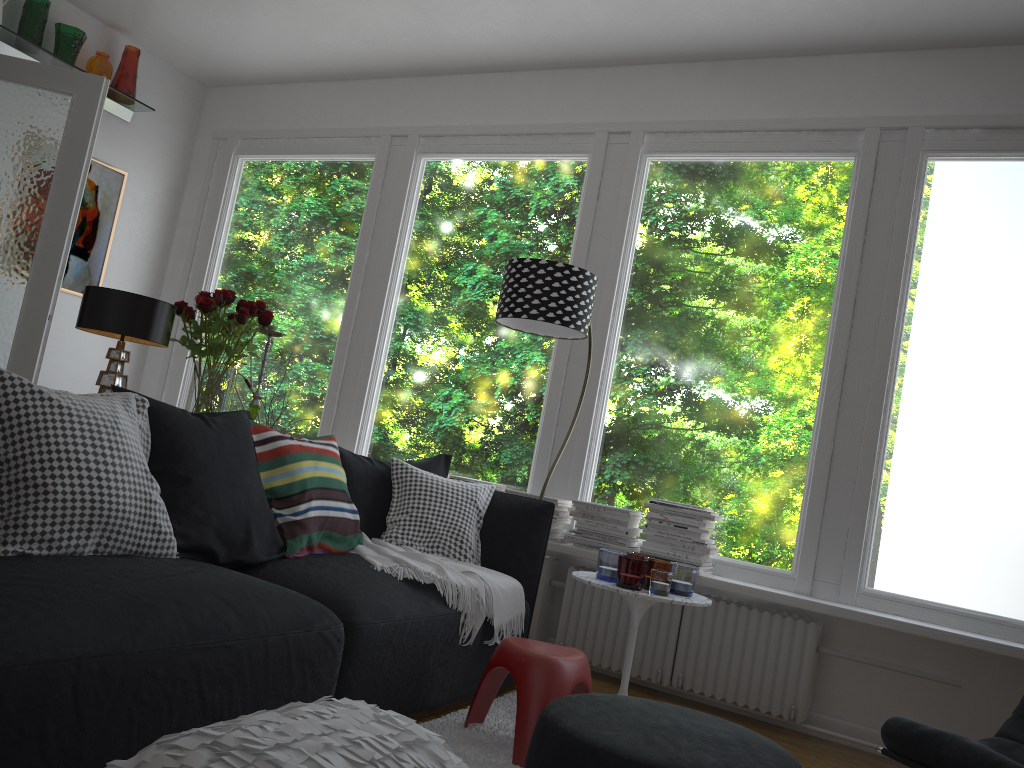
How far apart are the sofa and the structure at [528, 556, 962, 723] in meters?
0.6

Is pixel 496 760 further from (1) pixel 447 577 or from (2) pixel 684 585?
(2) pixel 684 585

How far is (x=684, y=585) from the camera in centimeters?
344cm

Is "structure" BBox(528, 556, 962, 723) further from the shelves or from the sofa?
the shelves

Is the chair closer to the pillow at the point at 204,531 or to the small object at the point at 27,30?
the pillow at the point at 204,531

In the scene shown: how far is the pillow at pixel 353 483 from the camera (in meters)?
3.46

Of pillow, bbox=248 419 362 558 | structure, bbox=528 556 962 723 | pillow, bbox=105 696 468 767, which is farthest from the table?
pillow, bbox=105 696 468 767

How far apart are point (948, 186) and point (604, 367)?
1.8m

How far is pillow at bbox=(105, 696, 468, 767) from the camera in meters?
1.5

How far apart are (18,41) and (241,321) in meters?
2.8 m
